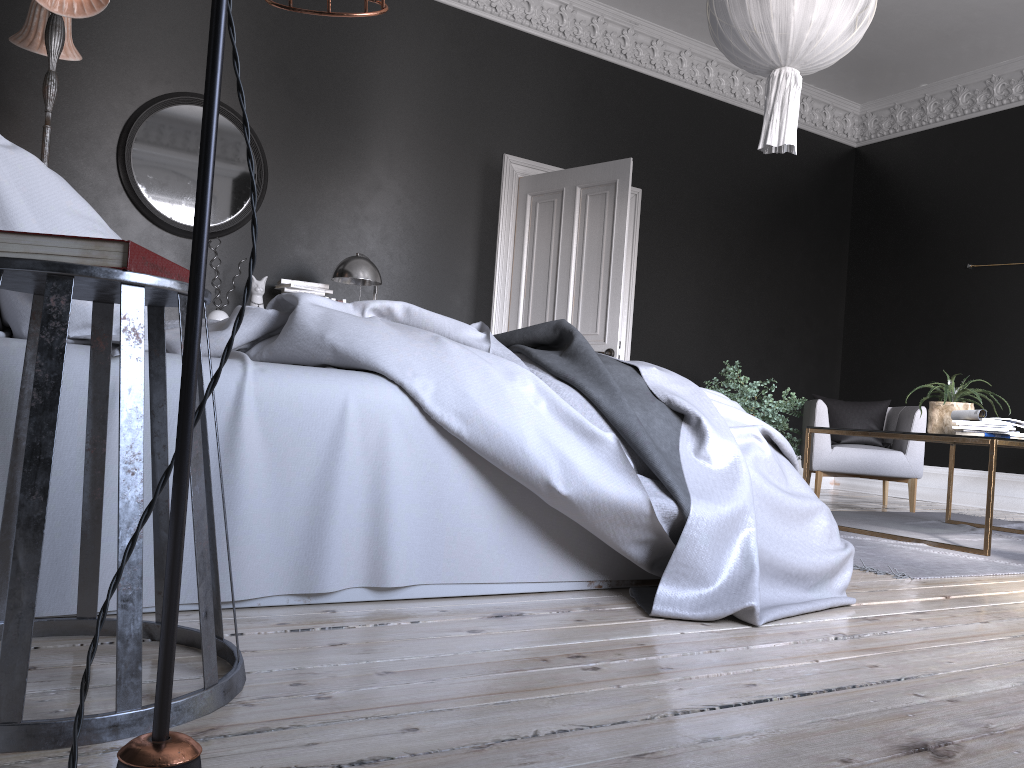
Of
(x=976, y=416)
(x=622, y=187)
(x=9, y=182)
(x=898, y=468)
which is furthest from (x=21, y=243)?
(x=898, y=468)

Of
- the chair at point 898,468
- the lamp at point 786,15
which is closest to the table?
the chair at point 898,468

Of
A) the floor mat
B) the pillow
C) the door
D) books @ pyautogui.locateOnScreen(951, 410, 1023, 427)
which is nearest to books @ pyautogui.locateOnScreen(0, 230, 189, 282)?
the pillow

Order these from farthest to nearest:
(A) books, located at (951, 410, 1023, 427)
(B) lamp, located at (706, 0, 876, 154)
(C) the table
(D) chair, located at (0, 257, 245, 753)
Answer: (A) books, located at (951, 410, 1023, 427) → (C) the table → (B) lamp, located at (706, 0, 876, 154) → (D) chair, located at (0, 257, 245, 753)

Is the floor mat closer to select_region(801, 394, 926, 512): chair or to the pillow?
select_region(801, 394, 926, 512): chair

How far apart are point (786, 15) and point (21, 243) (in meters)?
3.61

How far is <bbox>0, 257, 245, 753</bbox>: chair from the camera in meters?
1.2 m

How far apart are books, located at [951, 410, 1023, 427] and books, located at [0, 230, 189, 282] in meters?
4.2

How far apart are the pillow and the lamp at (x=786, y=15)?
3.1m

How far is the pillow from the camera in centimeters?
194cm
